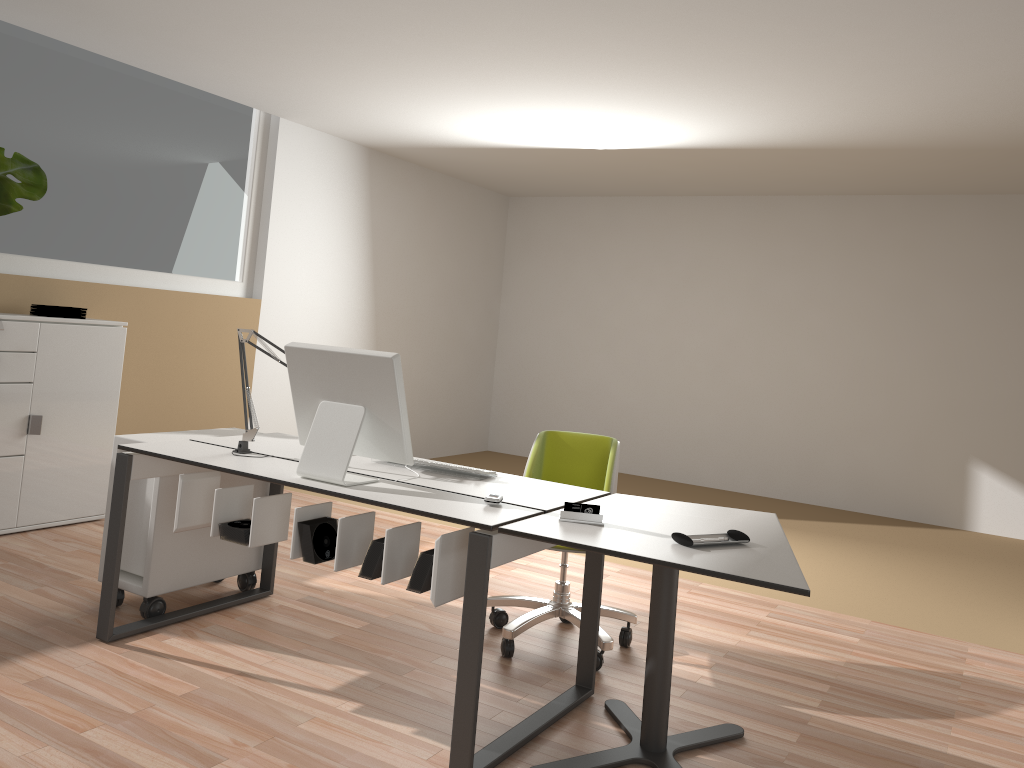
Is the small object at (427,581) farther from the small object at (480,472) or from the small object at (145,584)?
the small object at (145,584)

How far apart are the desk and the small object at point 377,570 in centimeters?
4cm

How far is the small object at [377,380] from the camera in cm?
280

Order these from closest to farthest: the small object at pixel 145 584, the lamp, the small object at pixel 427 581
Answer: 1. the small object at pixel 427 581
2. the lamp
3. the small object at pixel 145 584

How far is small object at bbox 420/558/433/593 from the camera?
2.58m

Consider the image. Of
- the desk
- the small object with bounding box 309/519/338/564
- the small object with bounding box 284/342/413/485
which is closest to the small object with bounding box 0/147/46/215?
the desk

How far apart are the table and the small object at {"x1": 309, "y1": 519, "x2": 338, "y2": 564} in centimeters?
70cm

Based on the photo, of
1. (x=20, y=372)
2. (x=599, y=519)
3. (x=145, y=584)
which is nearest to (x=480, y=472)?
(x=599, y=519)

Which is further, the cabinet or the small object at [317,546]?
the cabinet

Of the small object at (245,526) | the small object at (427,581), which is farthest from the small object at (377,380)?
the small object at (427,581)
